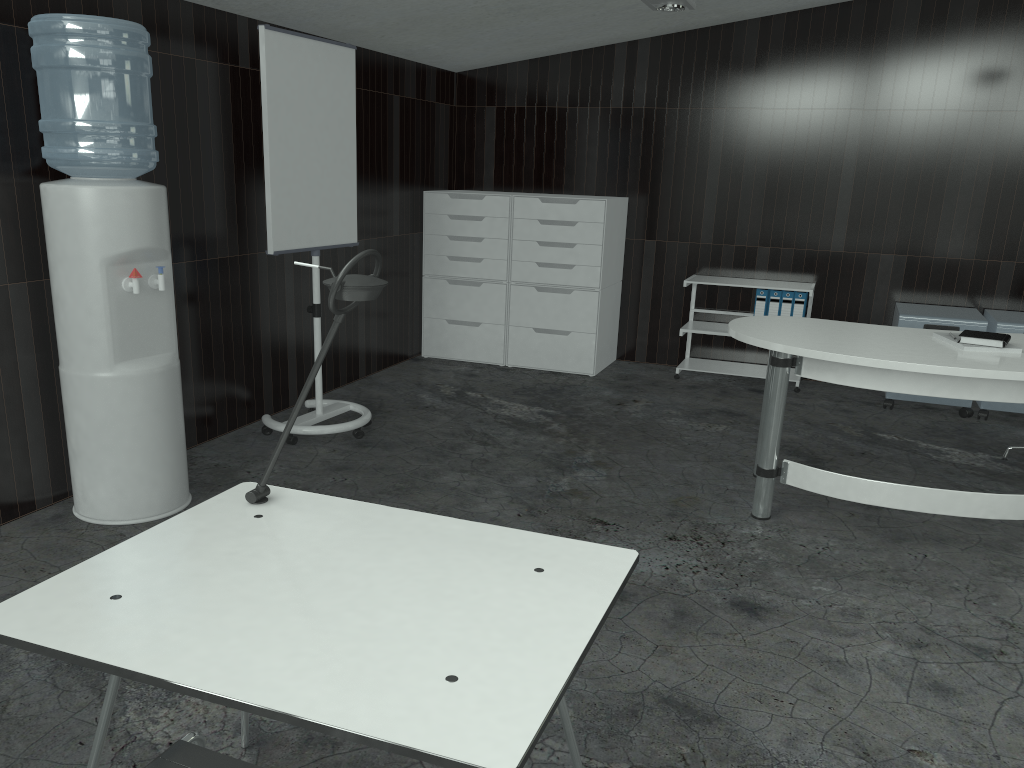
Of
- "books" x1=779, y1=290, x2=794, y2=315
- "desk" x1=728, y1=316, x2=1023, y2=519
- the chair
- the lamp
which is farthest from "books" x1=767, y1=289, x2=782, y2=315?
the chair

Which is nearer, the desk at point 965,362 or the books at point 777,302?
the desk at point 965,362

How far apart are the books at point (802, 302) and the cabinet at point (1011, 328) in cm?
107

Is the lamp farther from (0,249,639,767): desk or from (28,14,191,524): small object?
(0,249,639,767): desk

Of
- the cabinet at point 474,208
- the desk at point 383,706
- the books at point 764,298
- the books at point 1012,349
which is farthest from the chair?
the books at point 764,298

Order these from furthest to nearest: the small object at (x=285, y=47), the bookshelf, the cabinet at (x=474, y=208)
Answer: the cabinet at (x=474, y=208) → the bookshelf → the small object at (x=285, y=47)

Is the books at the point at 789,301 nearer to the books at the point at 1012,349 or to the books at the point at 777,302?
the books at the point at 777,302

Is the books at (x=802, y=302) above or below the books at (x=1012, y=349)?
below

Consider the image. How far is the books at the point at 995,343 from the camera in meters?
3.3 m

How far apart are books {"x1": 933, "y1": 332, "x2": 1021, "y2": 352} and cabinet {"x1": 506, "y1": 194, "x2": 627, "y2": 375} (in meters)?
2.54
